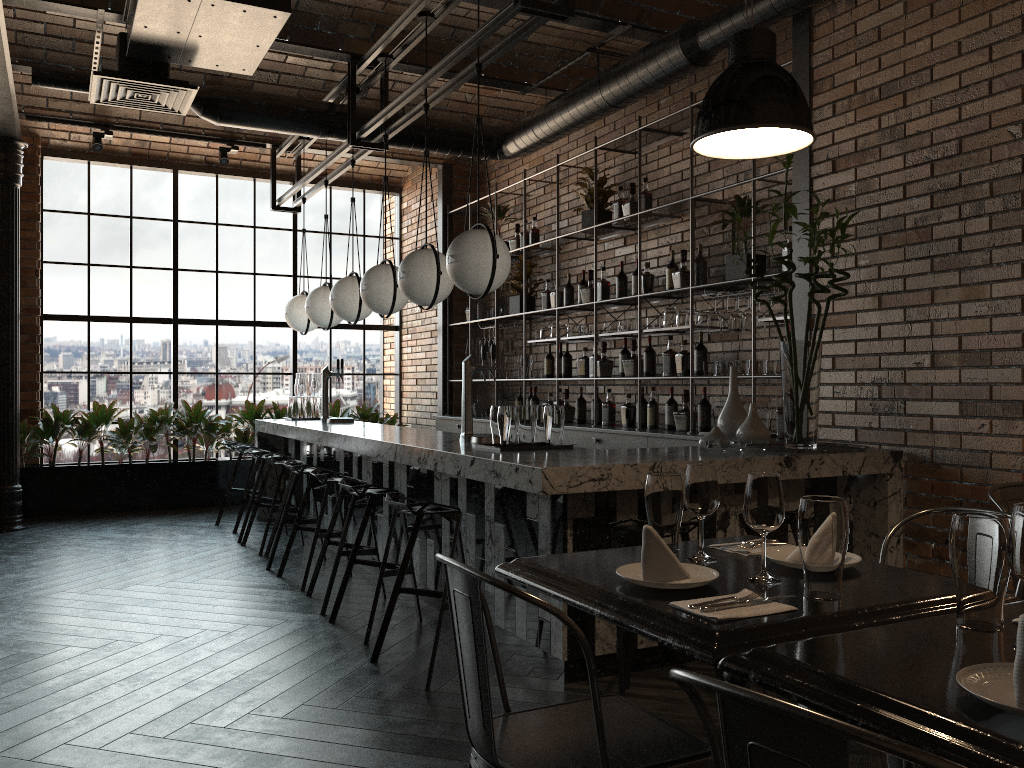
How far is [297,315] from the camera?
7.7m

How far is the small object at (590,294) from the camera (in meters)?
6.88

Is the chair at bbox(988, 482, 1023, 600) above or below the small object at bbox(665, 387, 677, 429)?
below

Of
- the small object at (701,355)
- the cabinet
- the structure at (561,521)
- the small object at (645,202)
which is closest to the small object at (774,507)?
the structure at (561,521)

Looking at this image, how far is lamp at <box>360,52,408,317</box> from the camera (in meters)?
5.74

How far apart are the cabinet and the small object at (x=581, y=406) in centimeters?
23cm

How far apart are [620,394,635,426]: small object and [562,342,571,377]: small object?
0.9 meters

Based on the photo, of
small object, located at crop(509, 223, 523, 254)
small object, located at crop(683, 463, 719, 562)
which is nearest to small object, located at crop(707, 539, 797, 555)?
small object, located at crop(683, 463, 719, 562)

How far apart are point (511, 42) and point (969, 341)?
2.57m

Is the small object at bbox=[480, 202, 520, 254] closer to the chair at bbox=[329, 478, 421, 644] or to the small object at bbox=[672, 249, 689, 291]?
the small object at bbox=[672, 249, 689, 291]
